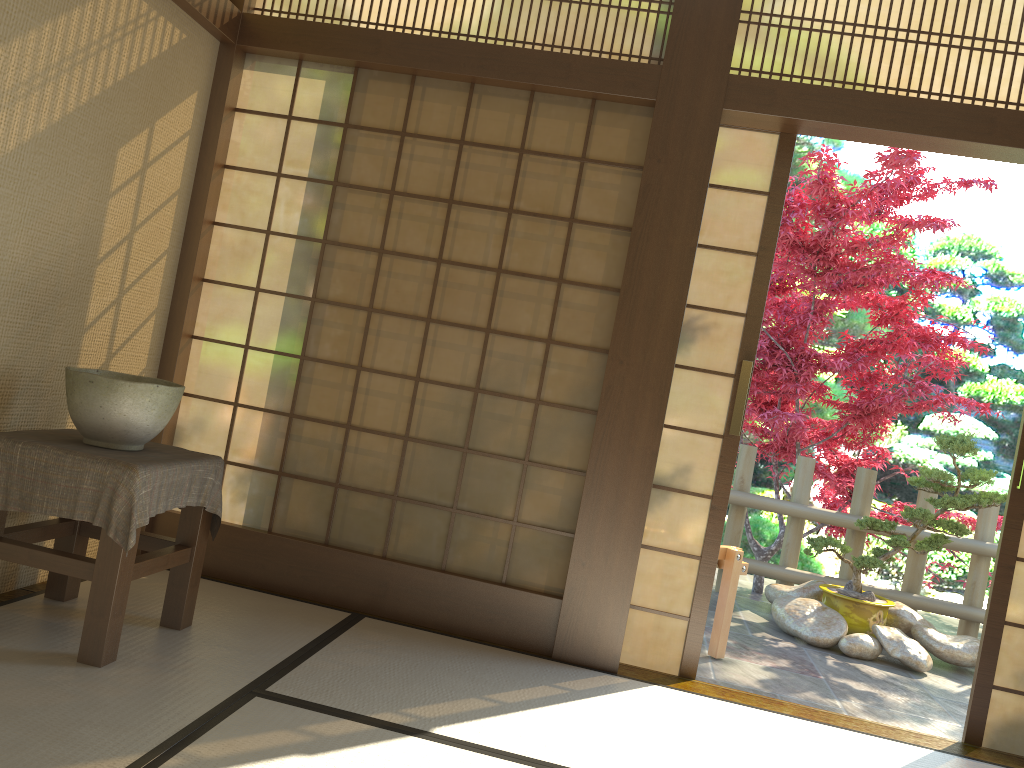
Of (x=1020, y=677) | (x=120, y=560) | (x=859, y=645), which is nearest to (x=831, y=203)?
(x=859, y=645)

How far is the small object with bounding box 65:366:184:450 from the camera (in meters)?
2.67

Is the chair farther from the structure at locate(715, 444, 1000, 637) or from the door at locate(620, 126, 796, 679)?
the structure at locate(715, 444, 1000, 637)

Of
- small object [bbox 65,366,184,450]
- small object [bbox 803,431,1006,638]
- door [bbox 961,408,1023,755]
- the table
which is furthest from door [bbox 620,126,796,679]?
small object [bbox 803,431,1006,638]

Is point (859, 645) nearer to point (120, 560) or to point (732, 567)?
point (732, 567)

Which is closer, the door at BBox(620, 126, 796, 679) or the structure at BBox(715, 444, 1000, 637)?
the door at BBox(620, 126, 796, 679)

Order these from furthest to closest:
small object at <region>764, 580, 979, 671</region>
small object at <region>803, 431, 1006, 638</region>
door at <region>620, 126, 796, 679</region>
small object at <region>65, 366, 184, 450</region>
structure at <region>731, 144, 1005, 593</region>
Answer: structure at <region>731, 144, 1005, 593</region> → small object at <region>803, 431, 1006, 638</region> → small object at <region>764, 580, 979, 671</region> → door at <region>620, 126, 796, 679</region> → small object at <region>65, 366, 184, 450</region>

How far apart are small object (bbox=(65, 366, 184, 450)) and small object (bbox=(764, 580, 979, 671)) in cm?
371

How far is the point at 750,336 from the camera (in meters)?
3.57

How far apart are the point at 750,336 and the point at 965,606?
3.4m
